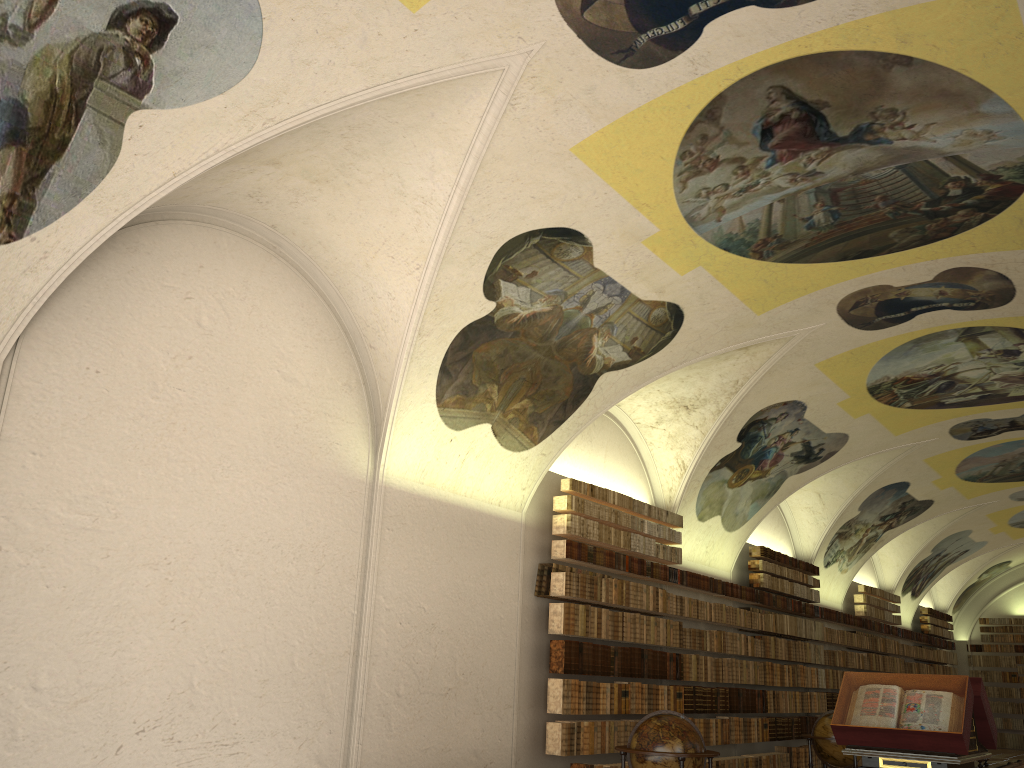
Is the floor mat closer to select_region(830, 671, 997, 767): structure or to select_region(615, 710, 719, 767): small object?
select_region(830, 671, 997, 767): structure

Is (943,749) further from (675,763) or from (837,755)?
(837,755)

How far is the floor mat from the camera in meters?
24.7 m

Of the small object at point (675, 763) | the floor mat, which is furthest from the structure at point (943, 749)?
the floor mat

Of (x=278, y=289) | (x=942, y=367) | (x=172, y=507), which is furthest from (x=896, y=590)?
(x=172, y=507)

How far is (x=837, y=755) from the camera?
15.5 meters

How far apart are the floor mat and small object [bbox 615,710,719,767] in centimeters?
1909cm

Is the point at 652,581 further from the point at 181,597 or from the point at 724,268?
the point at 181,597

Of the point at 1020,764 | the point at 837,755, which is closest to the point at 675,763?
the point at 837,755

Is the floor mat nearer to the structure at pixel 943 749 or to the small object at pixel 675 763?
the structure at pixel 943 749
